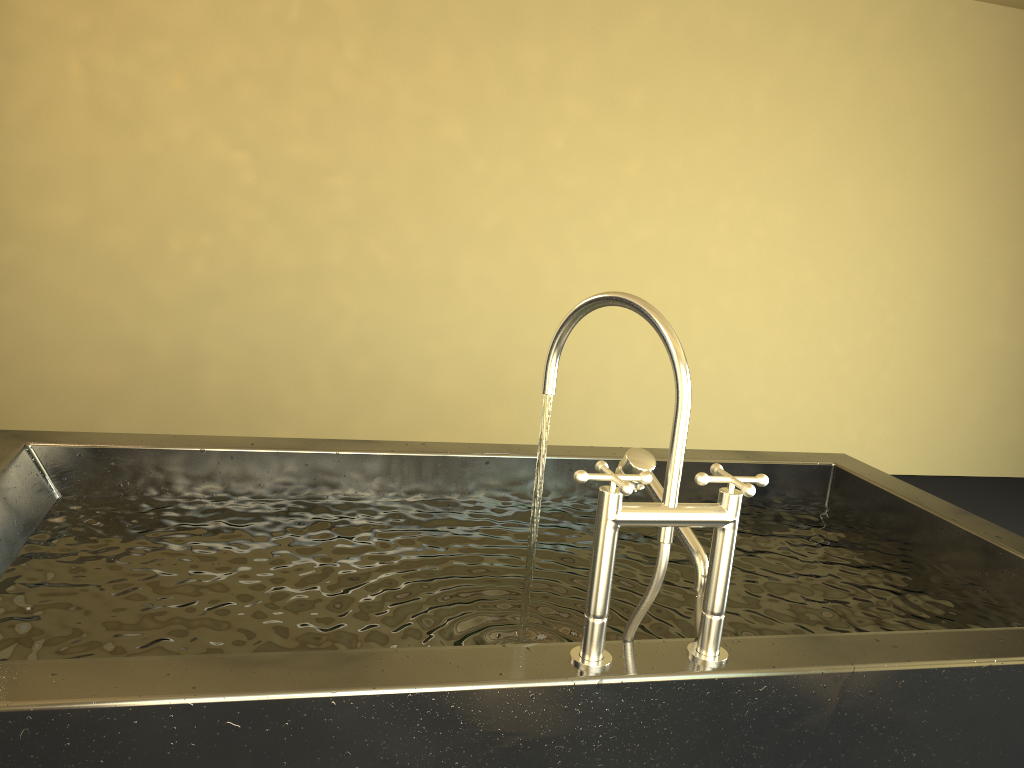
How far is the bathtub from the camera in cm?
101

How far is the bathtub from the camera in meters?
1.0 m
